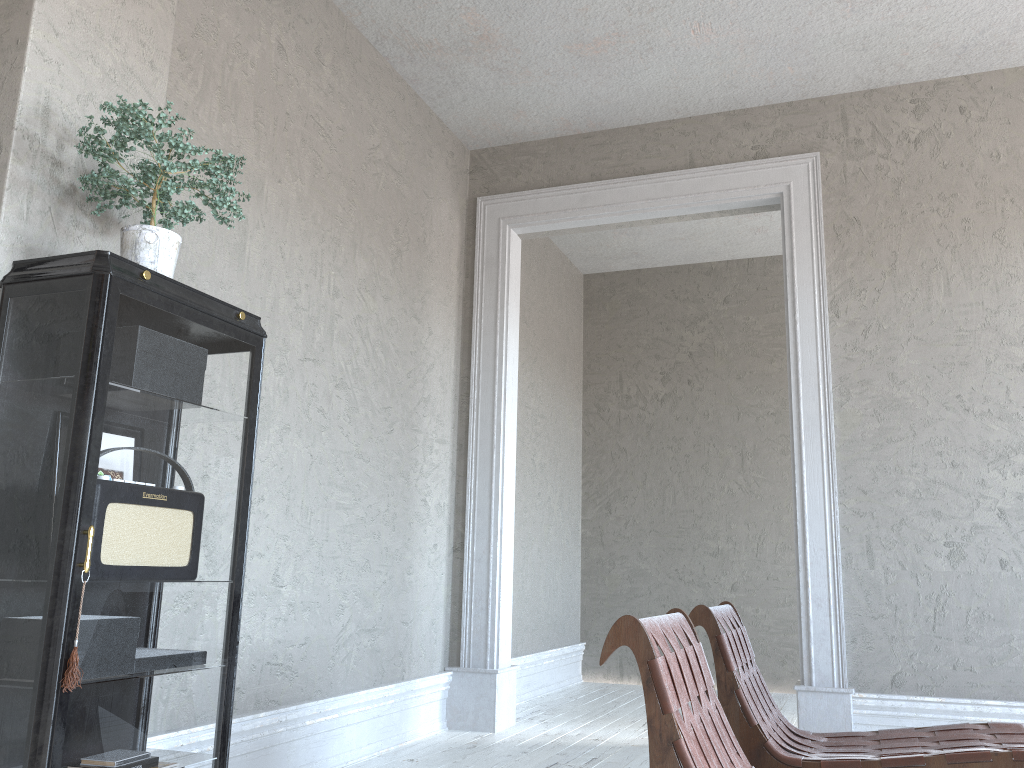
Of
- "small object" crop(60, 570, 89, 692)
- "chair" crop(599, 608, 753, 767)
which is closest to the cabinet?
"small object" crop(60, 570, 89, 692)

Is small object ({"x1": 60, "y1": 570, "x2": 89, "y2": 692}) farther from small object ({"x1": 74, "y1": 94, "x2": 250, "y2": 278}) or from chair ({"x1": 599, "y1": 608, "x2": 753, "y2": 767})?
chair ({"x1": 599, "y1": 608, "x2": 753, "y2": 767})

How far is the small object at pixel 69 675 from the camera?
1.76m

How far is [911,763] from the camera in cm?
226

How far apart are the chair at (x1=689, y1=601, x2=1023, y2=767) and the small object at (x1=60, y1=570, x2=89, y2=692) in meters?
1.6 m

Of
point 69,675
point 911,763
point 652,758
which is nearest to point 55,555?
point 69,675

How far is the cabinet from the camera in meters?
1.8

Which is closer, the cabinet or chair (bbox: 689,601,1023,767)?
the cabinet

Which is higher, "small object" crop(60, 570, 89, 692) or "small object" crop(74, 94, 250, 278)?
"small object" crop(74, 94, 250, 278)

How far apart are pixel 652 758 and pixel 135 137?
1.8 meters
